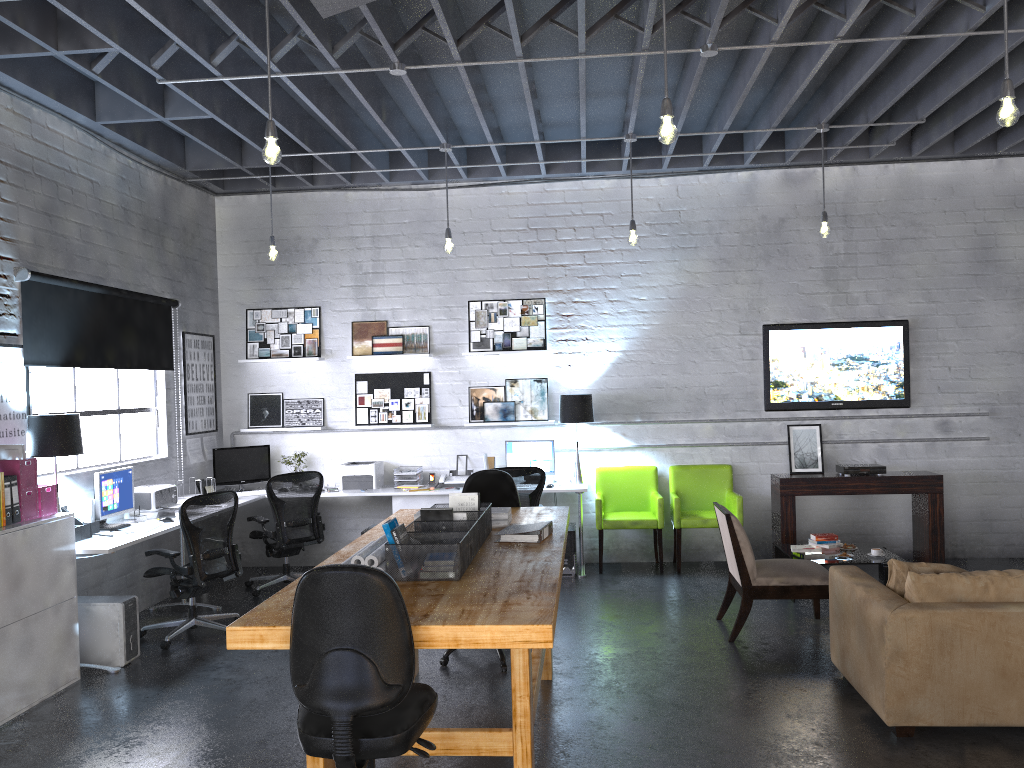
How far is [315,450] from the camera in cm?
868

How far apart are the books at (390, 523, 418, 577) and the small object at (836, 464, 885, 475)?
5.36m

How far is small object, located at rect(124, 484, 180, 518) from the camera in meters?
6.7

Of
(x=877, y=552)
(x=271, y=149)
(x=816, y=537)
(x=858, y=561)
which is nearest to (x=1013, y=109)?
(x=271, y=149)

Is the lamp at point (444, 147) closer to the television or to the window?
the window

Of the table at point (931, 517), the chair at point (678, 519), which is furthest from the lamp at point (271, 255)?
the table at point (931, 517)

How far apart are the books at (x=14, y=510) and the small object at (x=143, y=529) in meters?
1.1

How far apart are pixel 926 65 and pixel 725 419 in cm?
359

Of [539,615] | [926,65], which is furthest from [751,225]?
[539,615]

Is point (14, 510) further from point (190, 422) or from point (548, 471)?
point (548, 471)
